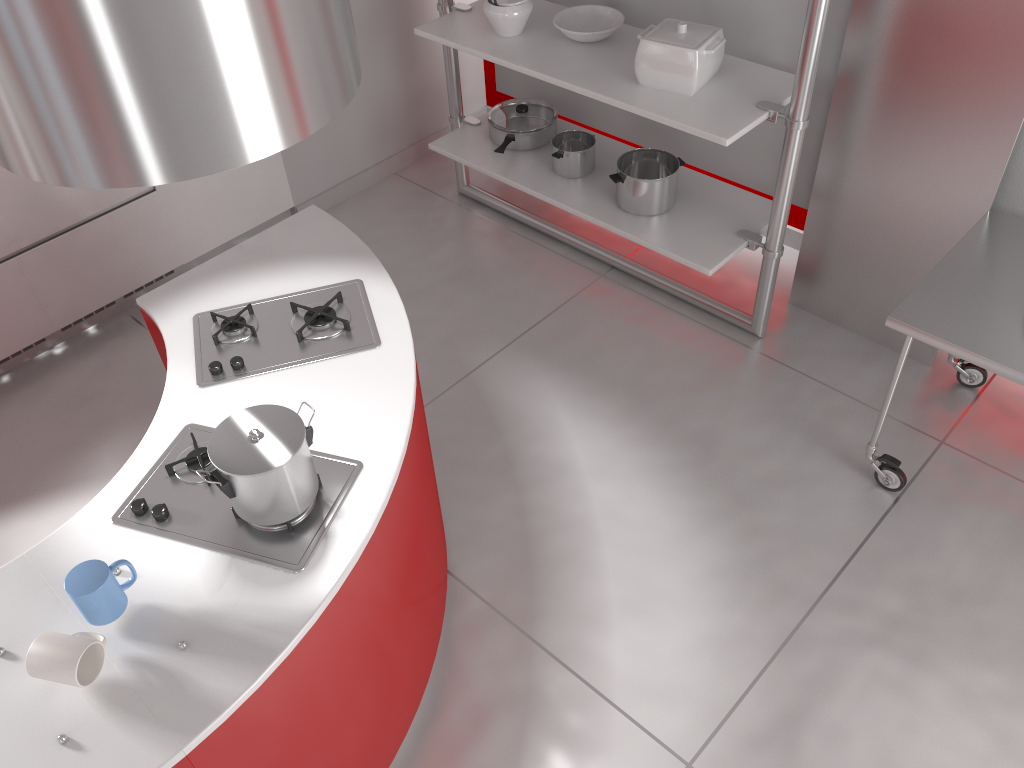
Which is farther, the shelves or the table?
the shelves

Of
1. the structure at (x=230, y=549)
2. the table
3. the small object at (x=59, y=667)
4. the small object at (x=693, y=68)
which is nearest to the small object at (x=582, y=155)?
the small object at (x=693, y=68)

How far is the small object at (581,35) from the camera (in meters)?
3.30

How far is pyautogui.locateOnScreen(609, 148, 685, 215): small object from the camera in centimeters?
333cm

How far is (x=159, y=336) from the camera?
2.4 meters

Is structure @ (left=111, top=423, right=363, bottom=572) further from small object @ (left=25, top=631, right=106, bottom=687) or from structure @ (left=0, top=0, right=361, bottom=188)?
structure @ (left=0, top=0, right=361, bottom=188)

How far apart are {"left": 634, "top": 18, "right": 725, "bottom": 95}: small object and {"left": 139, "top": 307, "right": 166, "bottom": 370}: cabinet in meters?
1.8

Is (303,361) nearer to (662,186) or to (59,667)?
(59,667)

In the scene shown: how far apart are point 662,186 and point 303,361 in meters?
1.7 m

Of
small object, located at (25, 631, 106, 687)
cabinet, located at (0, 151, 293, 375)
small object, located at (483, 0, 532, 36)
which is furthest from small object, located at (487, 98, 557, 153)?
small object, located at (25, 631, 106, 687)
